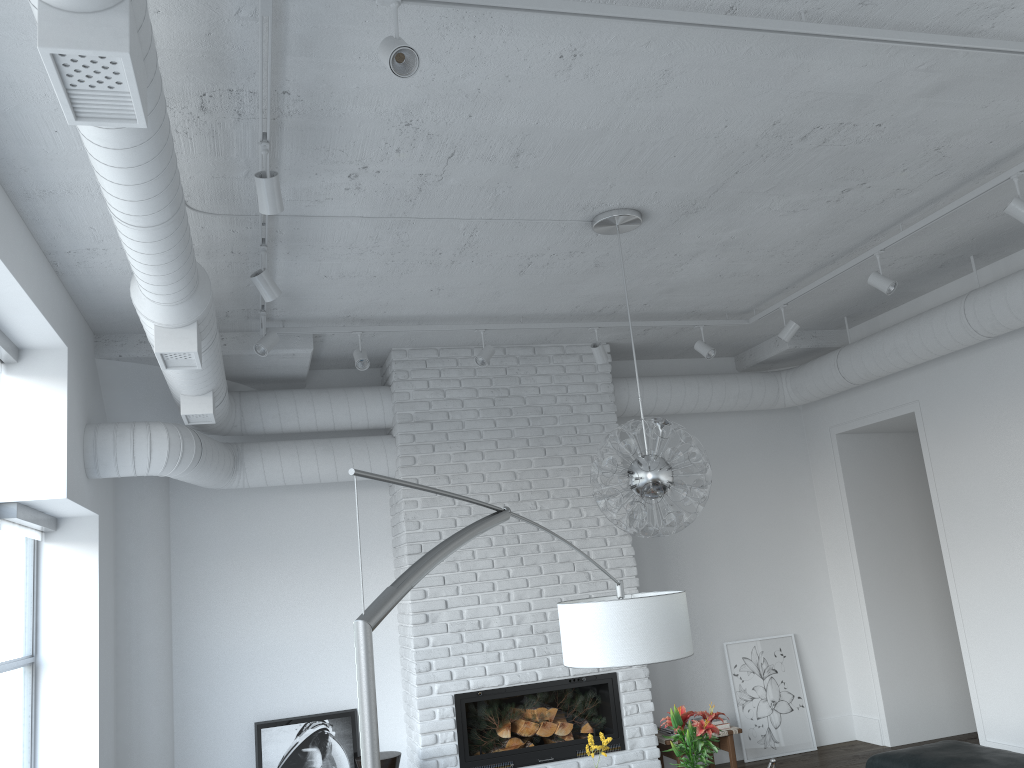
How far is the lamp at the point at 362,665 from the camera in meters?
1.2

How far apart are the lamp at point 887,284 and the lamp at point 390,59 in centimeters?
347cm

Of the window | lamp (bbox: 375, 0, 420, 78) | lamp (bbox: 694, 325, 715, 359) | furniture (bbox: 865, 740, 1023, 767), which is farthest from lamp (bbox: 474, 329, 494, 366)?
lamp (bbox: 375, 0, 420, 78)

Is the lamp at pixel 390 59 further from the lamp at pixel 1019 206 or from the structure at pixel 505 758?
the structure at pixel 505 758

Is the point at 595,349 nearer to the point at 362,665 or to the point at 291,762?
the point at 291,762

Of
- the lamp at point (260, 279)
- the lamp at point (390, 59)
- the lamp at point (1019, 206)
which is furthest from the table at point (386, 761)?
the lamp at point (1019, 206)

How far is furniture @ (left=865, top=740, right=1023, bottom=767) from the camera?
4.3m

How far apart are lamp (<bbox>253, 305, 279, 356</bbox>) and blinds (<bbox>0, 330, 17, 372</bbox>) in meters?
1.2 m

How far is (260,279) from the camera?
4.0 meters

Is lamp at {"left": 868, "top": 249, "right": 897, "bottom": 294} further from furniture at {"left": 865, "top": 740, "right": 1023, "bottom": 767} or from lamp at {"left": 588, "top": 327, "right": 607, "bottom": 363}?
furniture at {"left": 865, "top": 740, "right": 1023, "bottom": 767}
